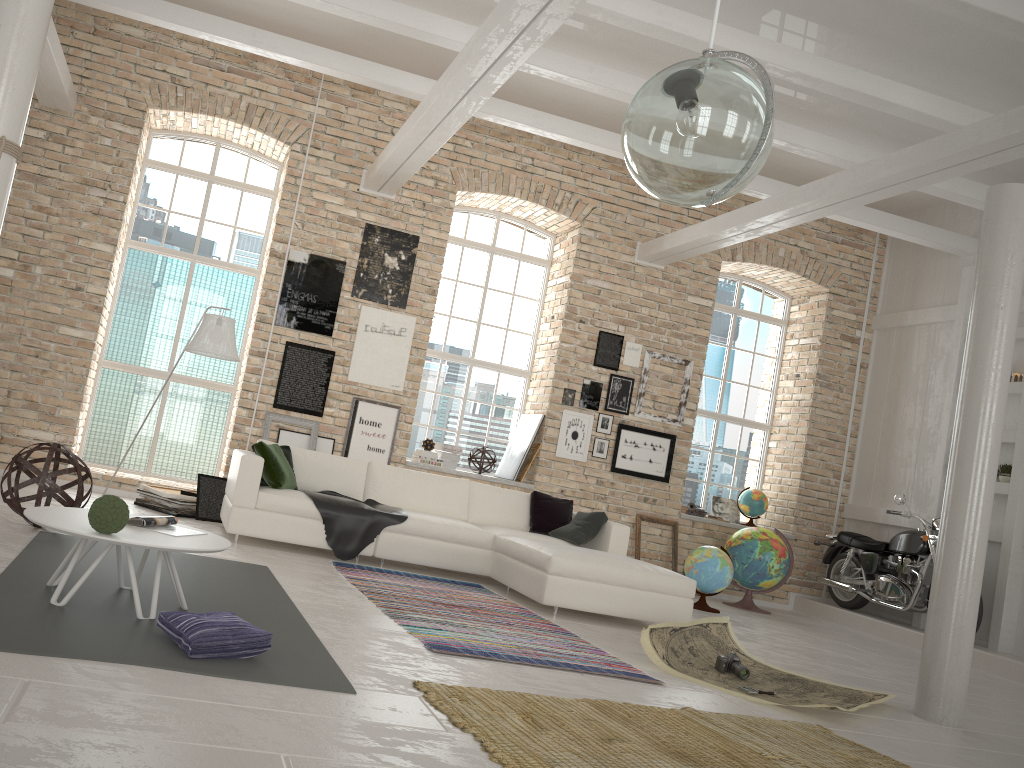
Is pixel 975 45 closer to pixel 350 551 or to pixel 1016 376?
pixel 1016 376

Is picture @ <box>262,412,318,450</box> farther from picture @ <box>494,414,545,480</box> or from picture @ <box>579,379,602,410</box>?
picture @ <box>579,379,602,410</box>

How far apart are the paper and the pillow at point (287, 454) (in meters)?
3.41

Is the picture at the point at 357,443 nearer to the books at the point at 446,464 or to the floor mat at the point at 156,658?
the books at the point at 446,464

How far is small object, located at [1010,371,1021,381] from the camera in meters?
8.5

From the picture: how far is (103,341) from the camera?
9.11m

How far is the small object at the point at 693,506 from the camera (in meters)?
9.82

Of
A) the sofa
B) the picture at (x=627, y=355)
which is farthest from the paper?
the picture at (x=627, y=355)

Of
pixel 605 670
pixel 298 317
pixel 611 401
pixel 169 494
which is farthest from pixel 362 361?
pixel 605 670

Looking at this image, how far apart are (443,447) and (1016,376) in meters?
5.6
